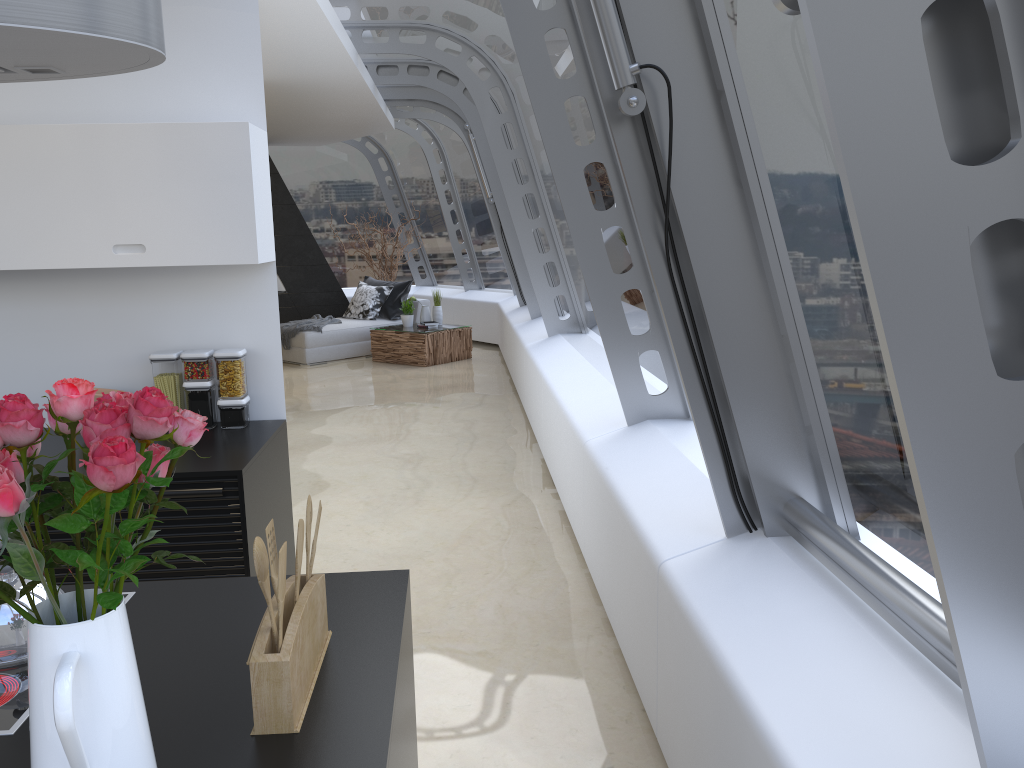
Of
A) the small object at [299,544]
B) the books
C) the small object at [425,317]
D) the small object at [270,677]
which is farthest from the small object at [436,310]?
the small object at [299,544]

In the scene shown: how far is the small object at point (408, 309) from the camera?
11.2 meters

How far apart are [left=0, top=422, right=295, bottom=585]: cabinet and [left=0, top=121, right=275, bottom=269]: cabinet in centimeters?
71cm

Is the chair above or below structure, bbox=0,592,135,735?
below

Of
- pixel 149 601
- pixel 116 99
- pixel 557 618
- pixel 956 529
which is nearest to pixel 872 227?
pixel 956 529

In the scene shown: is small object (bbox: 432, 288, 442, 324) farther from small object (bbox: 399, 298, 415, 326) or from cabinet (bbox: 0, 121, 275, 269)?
cabinet (bbox: 0, 121, 275, 269)

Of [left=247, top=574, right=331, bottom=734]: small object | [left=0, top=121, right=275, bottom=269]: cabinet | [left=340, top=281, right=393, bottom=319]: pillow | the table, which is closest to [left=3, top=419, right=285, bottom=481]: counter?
[left=0, top=121, right=275, bottom=269]: cabinet

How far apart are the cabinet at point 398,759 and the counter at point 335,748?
0.05m

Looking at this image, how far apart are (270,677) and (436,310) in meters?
10.0 m

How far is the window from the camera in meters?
1.2
